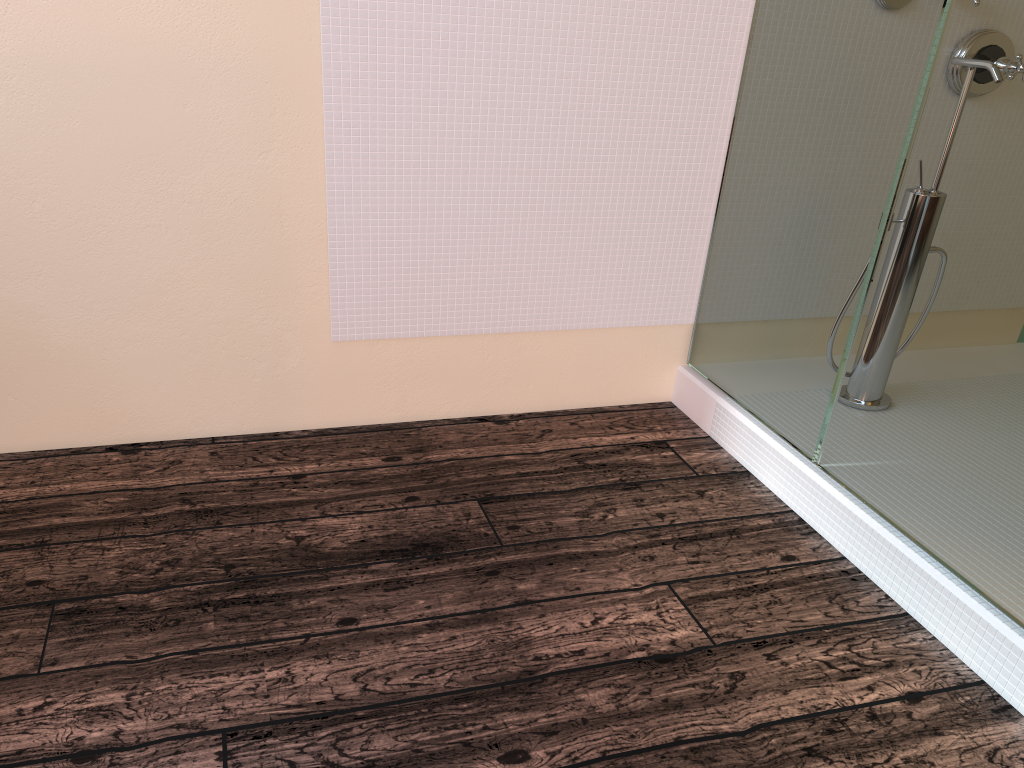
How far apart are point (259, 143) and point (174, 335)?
0.5m

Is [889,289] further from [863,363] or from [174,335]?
[174,335]
